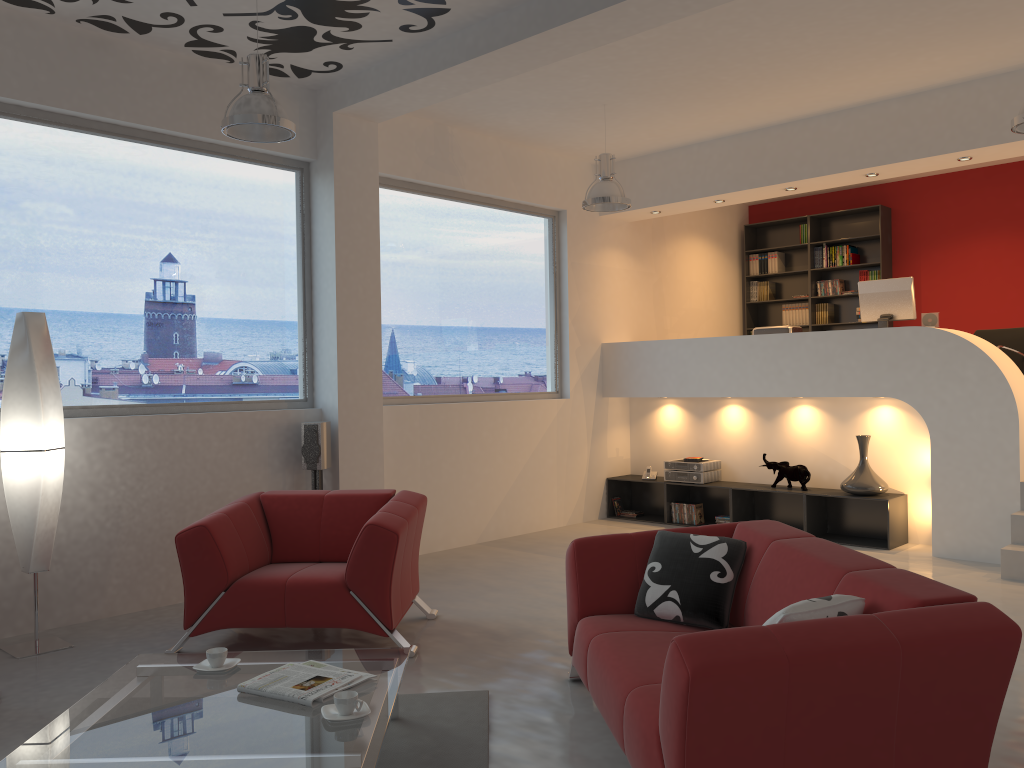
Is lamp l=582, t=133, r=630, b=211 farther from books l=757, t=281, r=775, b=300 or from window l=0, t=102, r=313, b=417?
books l=757, t=281, r=775, b=300

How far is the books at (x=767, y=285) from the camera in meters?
10.6

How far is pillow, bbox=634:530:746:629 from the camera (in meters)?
3.49

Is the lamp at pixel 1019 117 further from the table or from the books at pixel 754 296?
the books at pixel 754 296

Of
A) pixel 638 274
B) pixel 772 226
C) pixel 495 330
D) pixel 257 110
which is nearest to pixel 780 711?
pixel 257 110

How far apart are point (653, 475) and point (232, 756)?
6.4m

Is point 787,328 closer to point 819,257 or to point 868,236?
point 868,236

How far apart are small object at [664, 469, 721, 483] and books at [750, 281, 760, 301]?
3.2 meters

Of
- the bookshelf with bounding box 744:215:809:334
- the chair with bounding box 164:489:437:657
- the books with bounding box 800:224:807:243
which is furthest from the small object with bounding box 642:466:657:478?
the chair with bounding box 164:489:437:657

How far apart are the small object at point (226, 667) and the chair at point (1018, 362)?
7.11m
